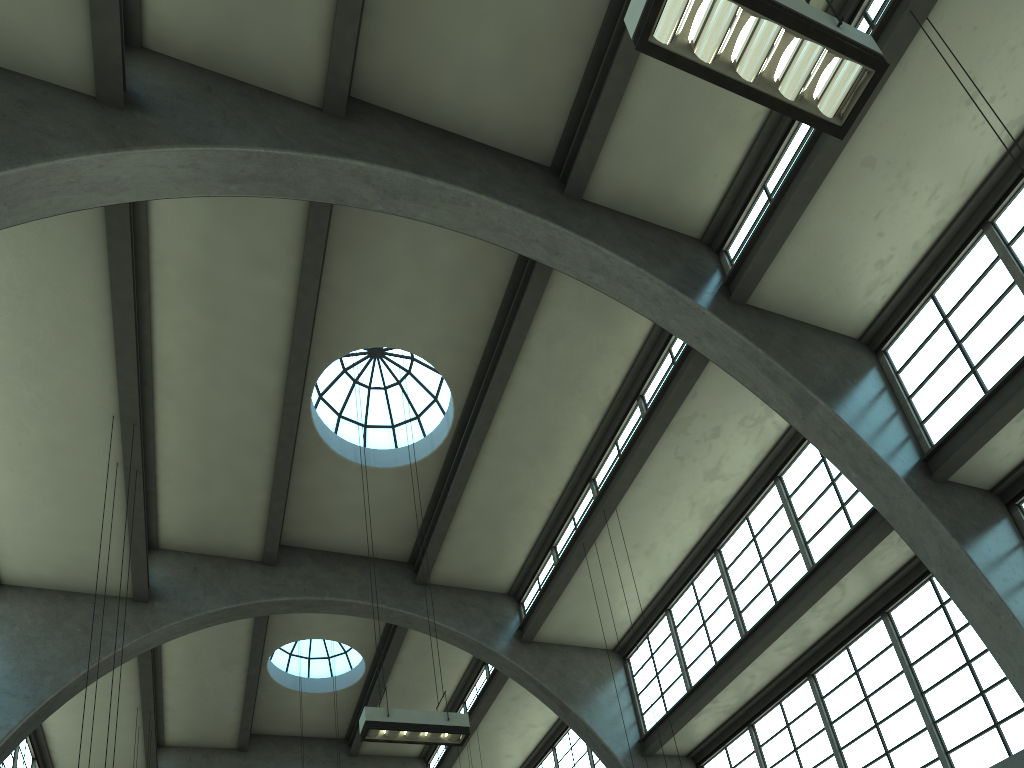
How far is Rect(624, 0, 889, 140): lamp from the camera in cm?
554

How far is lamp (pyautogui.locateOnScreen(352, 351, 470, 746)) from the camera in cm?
1016

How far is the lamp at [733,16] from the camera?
5.5 meters

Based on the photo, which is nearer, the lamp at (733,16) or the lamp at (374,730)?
the lamp at (733,16)

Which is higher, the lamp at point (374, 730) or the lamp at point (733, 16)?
the lamp at point (374, 730)

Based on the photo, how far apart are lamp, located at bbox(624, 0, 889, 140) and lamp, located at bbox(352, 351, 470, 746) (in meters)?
7.95

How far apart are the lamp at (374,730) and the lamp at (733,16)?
7.95m

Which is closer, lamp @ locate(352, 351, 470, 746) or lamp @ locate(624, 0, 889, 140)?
lamp @ locate(624, 0, 889, 140)

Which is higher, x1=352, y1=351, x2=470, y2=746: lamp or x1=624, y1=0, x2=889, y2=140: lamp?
x1=352, y1=351, x2=470, y2=746: lamp
